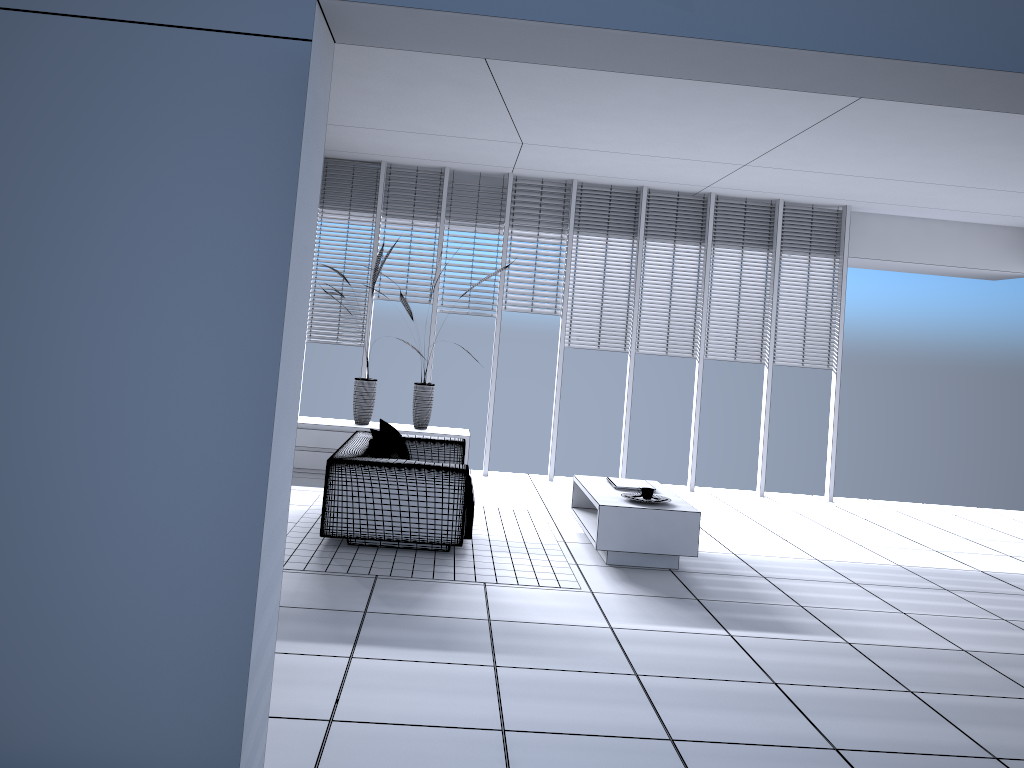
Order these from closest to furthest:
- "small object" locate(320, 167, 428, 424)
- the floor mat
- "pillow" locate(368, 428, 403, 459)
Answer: the floor mat
"pillow" locate(368, 428, 403, 459)
"small object" locate(320, 167, 428, 424)

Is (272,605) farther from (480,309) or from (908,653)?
(480,309)

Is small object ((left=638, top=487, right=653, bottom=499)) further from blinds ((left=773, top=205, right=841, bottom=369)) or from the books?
blinds ((left=773, top=205, right=841, bottom=369))

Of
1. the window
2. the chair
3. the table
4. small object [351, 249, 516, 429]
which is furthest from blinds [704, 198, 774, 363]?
the chair

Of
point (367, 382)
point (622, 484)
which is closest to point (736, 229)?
point (622, 484)

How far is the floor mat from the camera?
5.2m

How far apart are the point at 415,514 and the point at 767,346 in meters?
4.9

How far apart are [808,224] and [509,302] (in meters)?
3.21

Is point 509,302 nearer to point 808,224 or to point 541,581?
point 808,224

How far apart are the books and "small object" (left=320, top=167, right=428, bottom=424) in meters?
2.9 m
